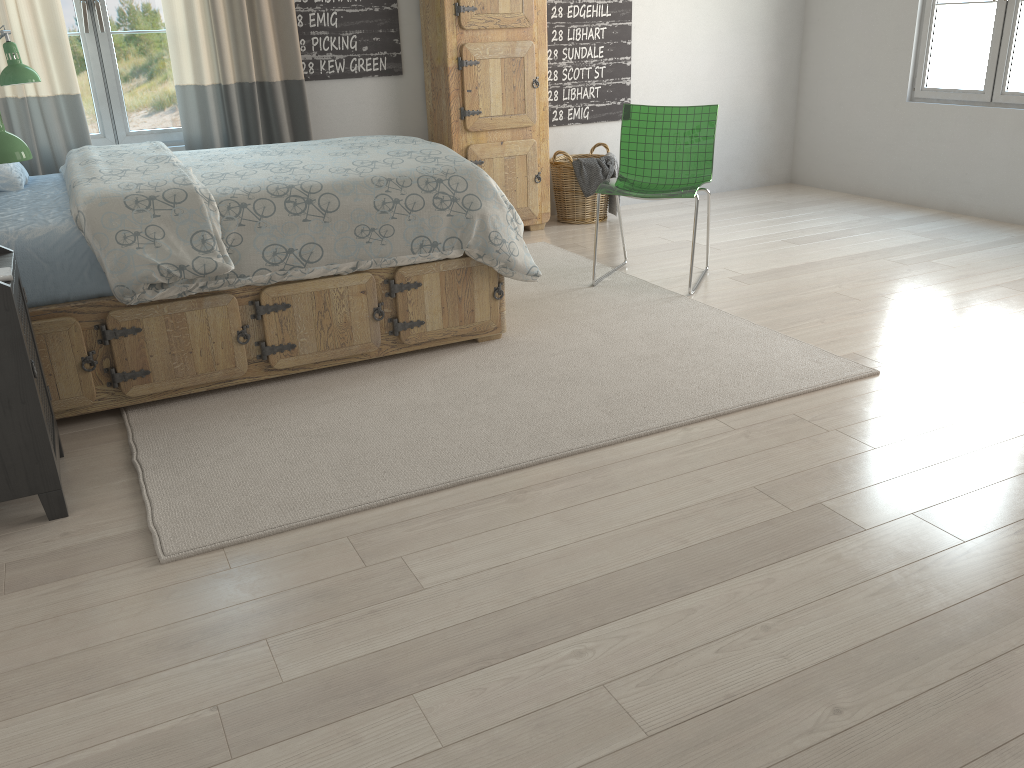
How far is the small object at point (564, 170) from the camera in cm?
512

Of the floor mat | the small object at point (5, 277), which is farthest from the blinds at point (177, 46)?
the small object at point (5, 277)

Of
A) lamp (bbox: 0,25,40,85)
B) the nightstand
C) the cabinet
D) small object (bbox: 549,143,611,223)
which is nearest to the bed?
the nightstand

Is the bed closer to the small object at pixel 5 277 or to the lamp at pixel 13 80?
the small object at pixel 5 277

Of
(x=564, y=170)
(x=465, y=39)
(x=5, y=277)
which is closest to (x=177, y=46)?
(x=465, y=39)

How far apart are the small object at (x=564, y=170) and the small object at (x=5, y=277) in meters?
3.4

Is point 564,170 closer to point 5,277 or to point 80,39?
point 80,39

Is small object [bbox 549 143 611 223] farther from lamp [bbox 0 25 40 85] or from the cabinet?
lamp [bbox 0 25 40 85]

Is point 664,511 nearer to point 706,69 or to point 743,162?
point 706,69

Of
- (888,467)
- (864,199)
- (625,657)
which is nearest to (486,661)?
(625,657)
